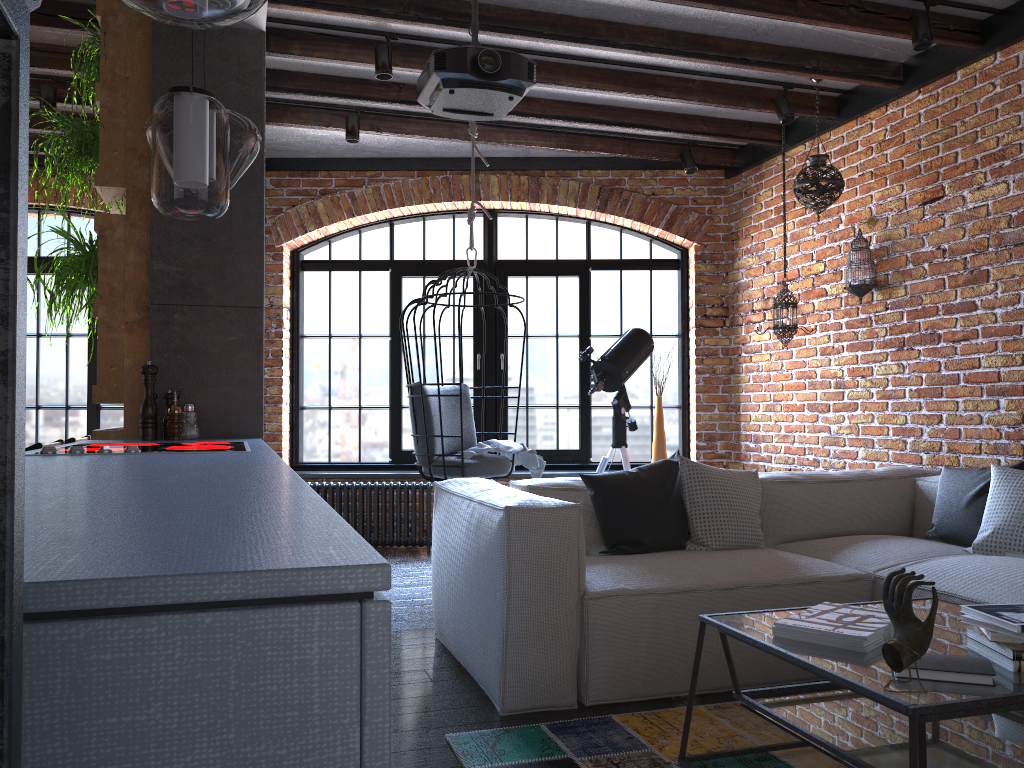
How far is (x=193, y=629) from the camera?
0.5m

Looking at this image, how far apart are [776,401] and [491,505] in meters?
3.3 m

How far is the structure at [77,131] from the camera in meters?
3.4 m

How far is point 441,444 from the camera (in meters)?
4.56

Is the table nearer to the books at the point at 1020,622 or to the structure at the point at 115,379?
the books at the point at 1020,622

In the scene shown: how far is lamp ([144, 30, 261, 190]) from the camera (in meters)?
2.84

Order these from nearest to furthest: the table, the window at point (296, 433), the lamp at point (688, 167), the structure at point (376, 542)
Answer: the table
the lamp at point (688, 167)
the structure at point (376, 542)
the window at point (296, 433)

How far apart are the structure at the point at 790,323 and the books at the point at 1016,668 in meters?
3.1 m

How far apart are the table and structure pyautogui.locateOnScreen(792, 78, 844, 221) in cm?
272

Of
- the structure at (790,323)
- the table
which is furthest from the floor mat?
the structure at (790,323)
